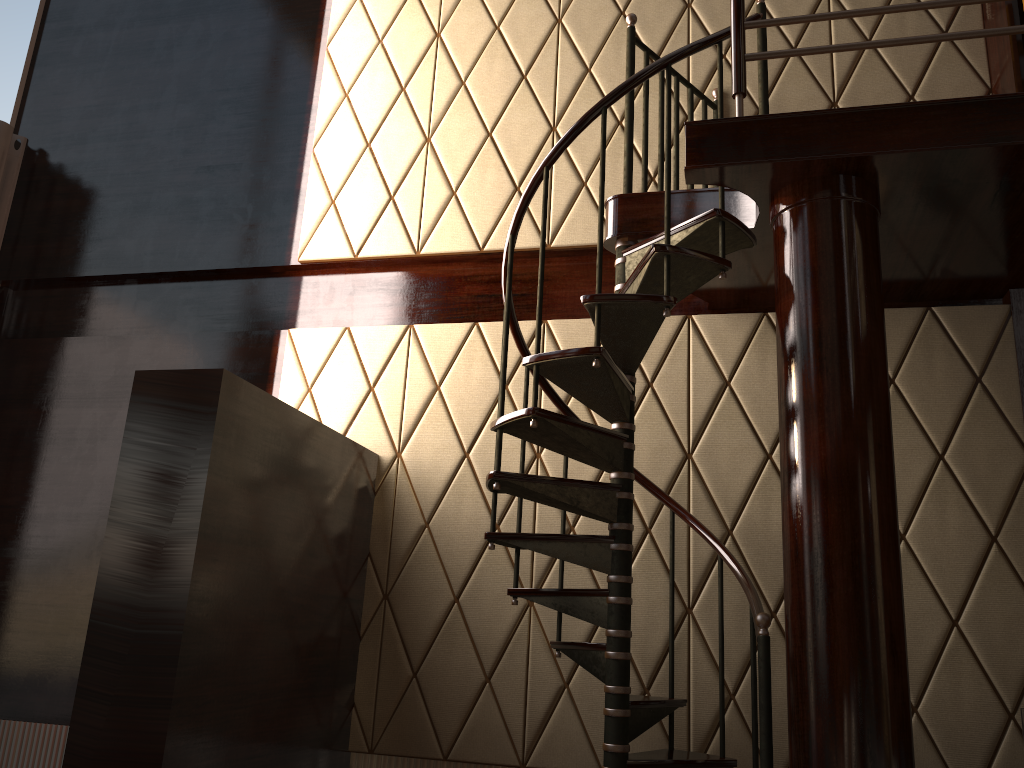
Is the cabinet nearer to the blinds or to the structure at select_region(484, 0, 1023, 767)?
the structure at select_region(484, 0, 1023, 767)

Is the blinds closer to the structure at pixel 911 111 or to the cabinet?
the structure at pixel 911 111

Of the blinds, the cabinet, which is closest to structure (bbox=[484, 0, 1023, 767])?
the cabinet

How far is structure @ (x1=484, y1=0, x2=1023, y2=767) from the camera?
2.5 meters

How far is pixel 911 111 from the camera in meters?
2.5 m

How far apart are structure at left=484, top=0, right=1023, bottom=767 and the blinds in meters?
3.1 m

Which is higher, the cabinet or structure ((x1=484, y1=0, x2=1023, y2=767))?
the cabinet

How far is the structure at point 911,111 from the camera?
2.5m

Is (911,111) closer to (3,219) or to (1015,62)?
(1015,62)

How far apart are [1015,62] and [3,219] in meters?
4.8 m
